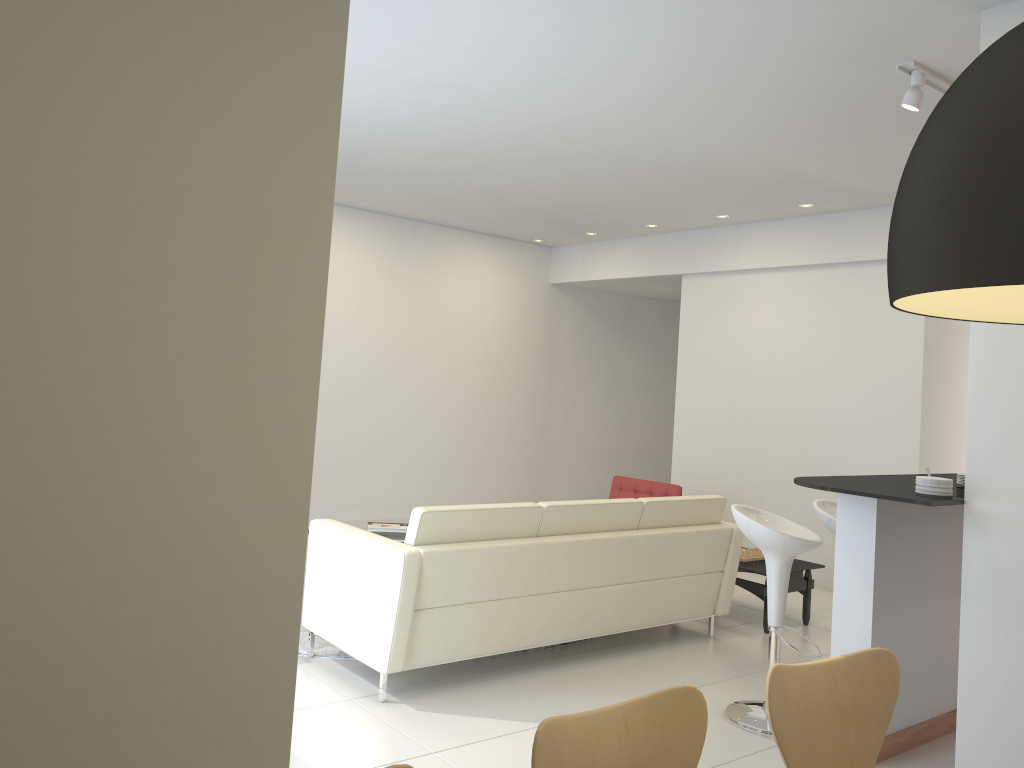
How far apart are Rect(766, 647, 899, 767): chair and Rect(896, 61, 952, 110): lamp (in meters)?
2.86

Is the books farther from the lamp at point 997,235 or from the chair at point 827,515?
the lamp at point 997,235

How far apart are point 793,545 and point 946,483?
0.83m

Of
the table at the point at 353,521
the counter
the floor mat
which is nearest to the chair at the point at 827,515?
the counter

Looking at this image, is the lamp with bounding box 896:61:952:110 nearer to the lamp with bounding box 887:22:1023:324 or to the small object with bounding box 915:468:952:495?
the small object with bounding box 915:468:952:495

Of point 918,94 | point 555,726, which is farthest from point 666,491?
point 555,726

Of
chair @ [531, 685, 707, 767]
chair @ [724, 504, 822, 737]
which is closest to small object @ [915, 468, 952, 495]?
chair @ [724, 504, 822, 737]

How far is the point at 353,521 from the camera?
7.0 meters

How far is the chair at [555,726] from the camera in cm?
177

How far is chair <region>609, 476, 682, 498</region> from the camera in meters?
7.4 m
